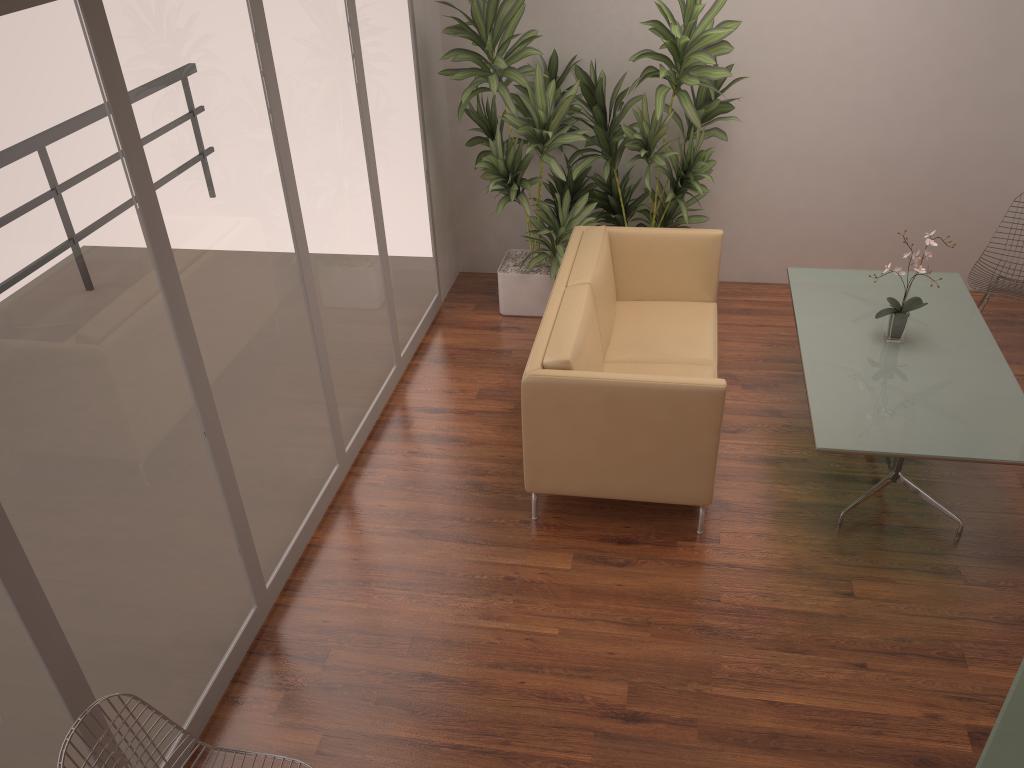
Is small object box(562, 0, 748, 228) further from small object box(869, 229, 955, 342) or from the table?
small object box(869, 229, 955, 342)

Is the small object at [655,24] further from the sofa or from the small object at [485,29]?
the sofa

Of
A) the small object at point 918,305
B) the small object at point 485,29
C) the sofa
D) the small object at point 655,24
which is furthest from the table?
the small object at point 485,29

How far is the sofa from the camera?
3.8m

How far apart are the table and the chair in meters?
0.2

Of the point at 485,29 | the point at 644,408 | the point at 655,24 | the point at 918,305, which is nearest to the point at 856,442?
the point at 644,408

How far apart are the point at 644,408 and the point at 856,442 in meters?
0.9 m

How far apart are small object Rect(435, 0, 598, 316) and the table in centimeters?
127cm

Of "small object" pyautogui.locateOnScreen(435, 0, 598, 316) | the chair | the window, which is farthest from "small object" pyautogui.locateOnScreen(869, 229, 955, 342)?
the window

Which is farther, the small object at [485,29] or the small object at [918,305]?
the small object at [485,29]
